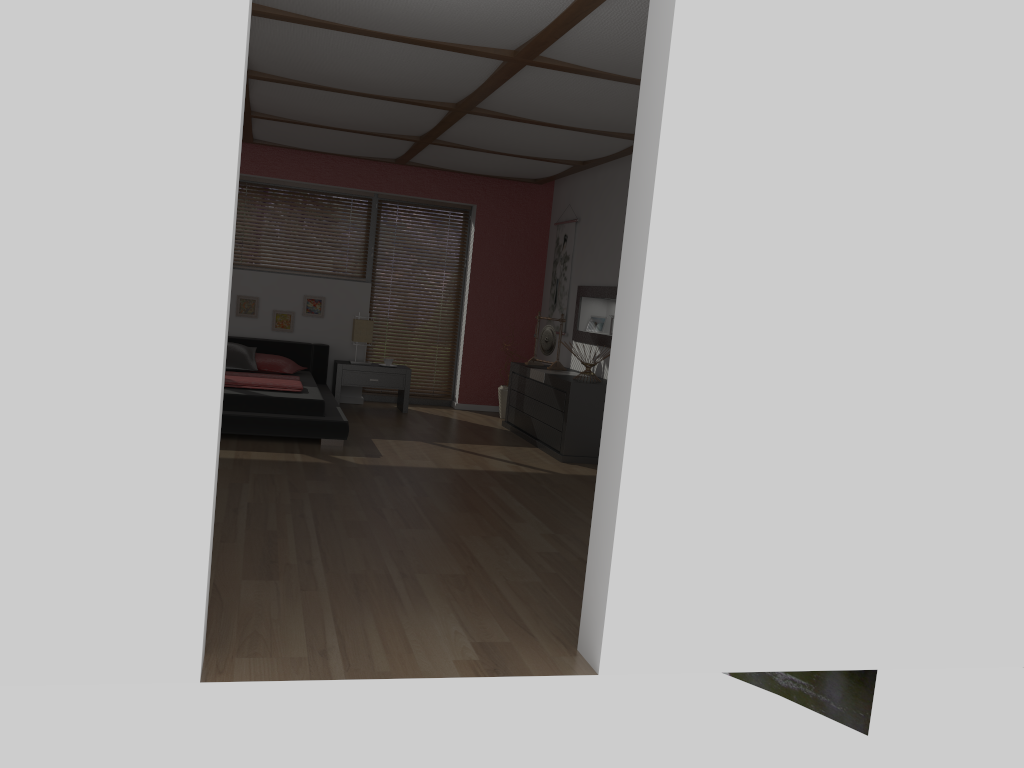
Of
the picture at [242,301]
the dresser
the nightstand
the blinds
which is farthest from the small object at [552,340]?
the picture at [242,301]

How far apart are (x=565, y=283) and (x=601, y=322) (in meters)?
0.76

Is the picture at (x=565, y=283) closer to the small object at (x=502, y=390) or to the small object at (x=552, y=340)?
the small object at (x=552, y=340)

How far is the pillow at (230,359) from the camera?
7.7m

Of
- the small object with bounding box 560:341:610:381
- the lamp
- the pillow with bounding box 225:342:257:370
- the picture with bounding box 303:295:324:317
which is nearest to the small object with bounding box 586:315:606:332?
the small object with bounding box 560:341:610:381

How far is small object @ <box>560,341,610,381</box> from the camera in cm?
691

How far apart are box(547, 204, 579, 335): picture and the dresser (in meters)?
0.82

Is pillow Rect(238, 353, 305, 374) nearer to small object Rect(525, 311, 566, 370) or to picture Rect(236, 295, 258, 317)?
picture Rect(236, 295, 258, 317)

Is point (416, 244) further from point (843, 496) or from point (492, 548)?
point (843, 496)

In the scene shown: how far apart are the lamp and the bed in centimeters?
31cm
